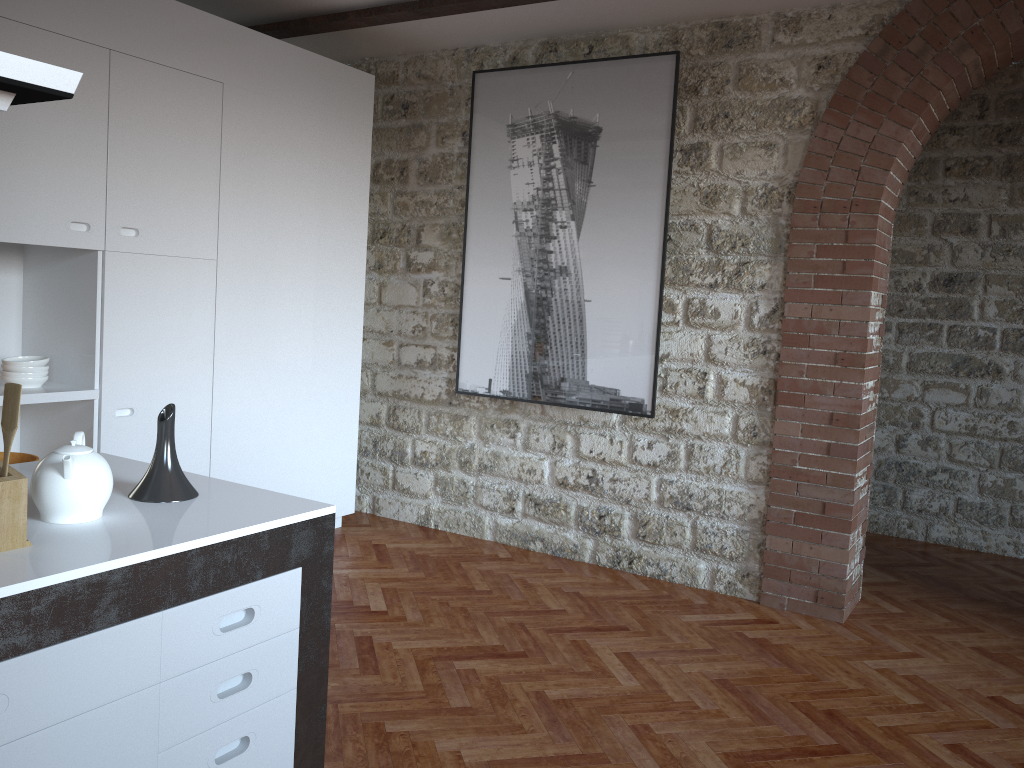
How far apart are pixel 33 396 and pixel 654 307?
2.86m

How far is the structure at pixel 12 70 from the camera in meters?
1.4 m

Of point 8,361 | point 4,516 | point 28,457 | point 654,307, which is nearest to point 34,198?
point 8,361

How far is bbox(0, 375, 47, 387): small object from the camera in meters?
3.7 m

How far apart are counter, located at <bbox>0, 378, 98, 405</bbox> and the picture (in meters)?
2.01

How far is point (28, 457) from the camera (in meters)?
3.92

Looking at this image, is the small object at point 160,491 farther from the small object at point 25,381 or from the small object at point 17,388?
the small object at point 25,381

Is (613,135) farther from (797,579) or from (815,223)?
(797,579)

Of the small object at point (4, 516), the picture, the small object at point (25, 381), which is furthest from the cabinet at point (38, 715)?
the picture

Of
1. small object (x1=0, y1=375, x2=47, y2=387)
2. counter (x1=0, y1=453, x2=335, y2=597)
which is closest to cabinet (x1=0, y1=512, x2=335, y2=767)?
counter (x1=0, y1=453, x2=335, y2=597)
